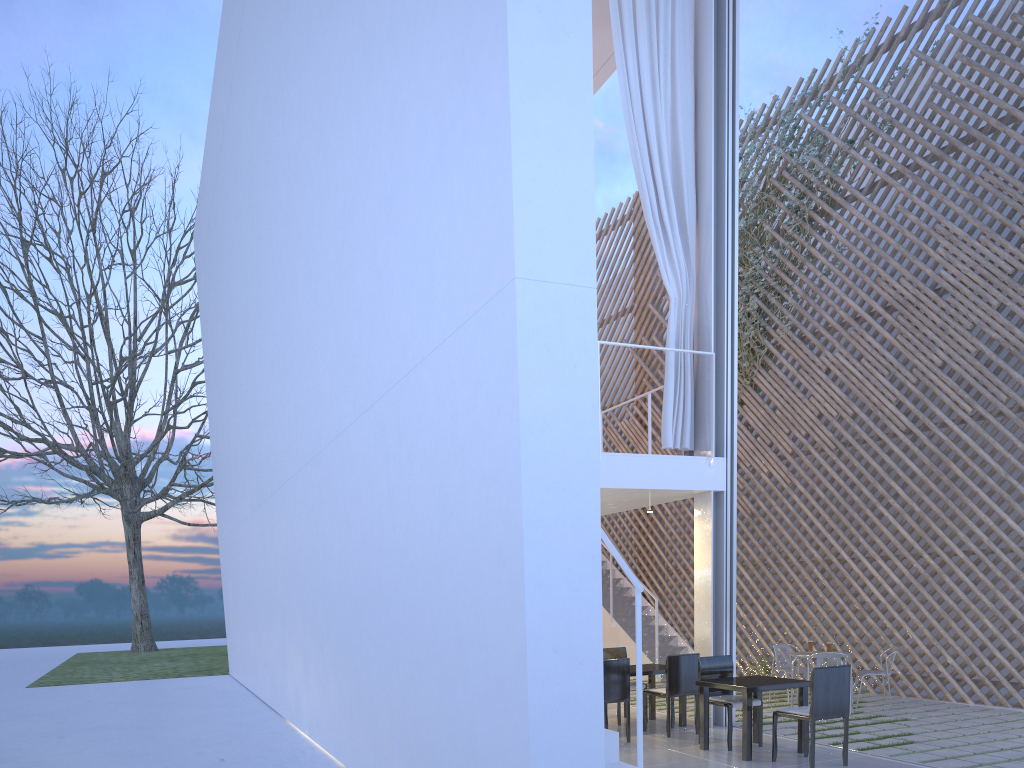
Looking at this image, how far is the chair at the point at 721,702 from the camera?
3.55m

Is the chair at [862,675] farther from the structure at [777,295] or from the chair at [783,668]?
the structure at [777,295]

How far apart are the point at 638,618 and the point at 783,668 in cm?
321

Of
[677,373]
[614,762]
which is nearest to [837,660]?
[677,373]

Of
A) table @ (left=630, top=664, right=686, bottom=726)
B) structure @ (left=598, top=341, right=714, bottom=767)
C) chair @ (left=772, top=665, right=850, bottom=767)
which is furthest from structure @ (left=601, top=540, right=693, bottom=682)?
structure @ (left=598, top=341, right=714, bottom=767)

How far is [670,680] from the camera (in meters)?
3.89

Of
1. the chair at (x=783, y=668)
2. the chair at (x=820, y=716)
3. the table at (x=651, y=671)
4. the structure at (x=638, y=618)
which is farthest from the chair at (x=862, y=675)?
the structure at (x=638, y=618)

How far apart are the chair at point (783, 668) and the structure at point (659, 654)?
1.27m

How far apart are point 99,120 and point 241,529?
10.91m

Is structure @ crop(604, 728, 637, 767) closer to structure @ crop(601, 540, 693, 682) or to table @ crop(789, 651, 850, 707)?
table @ crop(789, 651, 850, 707)
